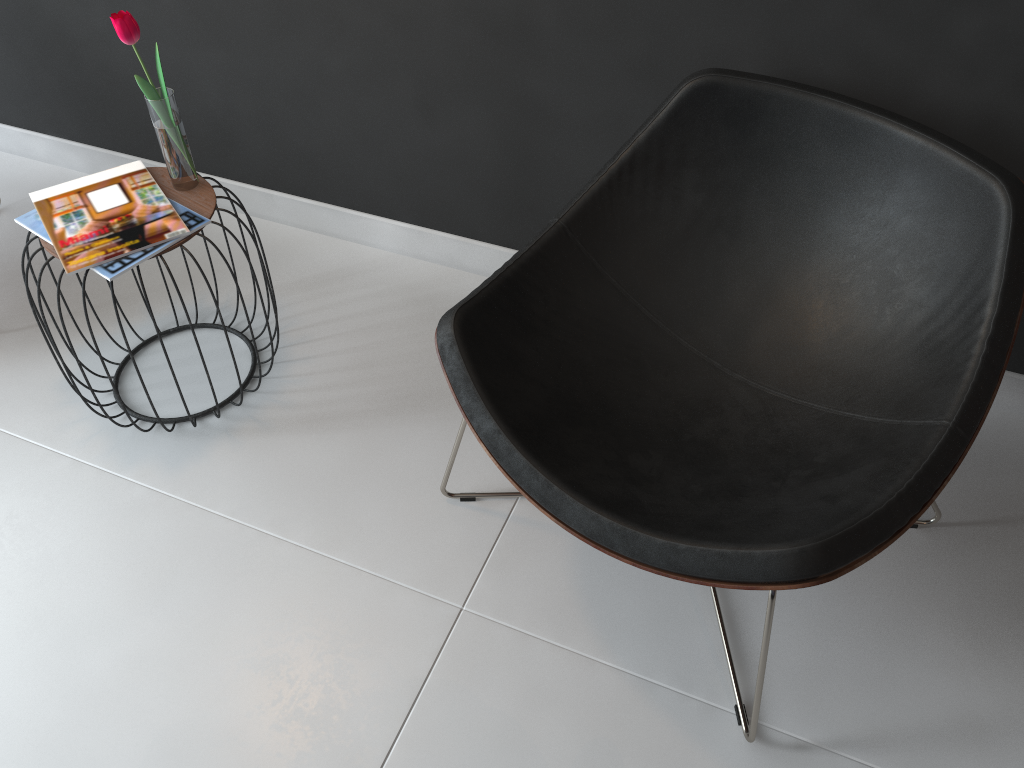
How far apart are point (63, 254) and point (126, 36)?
0.39m

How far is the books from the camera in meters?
1.6 m

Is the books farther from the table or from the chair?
the chair

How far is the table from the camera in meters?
1.7 m

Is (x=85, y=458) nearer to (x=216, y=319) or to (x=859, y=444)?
(x=216, y=319)

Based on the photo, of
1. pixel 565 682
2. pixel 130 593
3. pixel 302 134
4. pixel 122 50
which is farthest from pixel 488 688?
pixel 122 50

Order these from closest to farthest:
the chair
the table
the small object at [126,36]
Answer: the chair → the small object at [126,36] → the table

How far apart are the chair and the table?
0.54m

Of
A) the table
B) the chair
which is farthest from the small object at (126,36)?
the chair

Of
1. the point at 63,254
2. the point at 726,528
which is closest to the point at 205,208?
the point at 63,254
